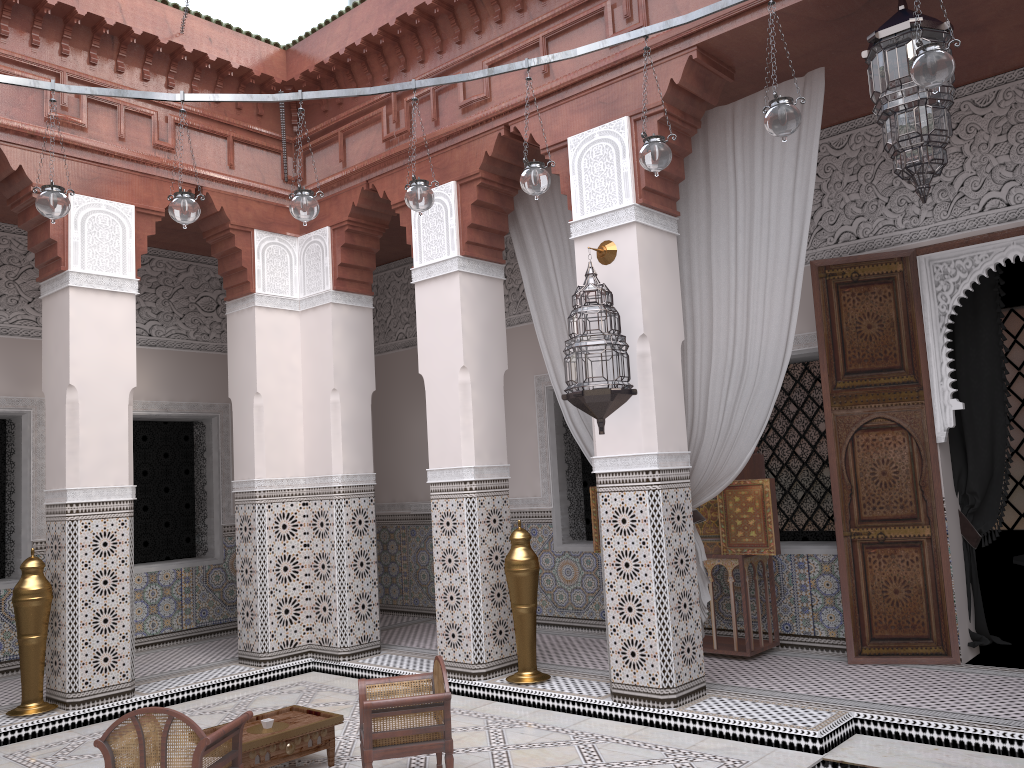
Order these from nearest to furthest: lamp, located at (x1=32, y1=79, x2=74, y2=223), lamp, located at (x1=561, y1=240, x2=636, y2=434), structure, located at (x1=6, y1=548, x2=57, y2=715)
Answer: lamp, located at (x1=32, y1=79, x2=74, y2=223) < lamp, located at (x1=561, y1=240, x2=636, y2=434) < structure, located at (x1=6, y1=548, x2=57, y2=715)

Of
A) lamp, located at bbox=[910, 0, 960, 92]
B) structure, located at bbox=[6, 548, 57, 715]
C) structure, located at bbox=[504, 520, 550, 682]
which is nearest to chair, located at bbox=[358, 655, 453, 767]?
structure, located at bbox=[504, 520, 550, 682]

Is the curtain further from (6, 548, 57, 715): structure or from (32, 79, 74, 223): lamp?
(6, 548, 57, 715): structure

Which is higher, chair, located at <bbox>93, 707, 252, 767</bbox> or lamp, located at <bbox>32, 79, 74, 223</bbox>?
lamp, located at <bbox>32, 79, 74, 223</bbox>

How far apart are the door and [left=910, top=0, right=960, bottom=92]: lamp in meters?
1.4

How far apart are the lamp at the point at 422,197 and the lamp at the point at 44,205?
0.8m

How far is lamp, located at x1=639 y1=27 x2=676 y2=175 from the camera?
2.1m

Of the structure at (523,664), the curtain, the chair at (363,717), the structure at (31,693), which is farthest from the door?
the structure at (31,693)

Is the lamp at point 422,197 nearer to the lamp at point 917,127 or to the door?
the lamp at point 917,127

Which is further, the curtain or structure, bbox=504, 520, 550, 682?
structure, bbox=504, 520, 550, 682
